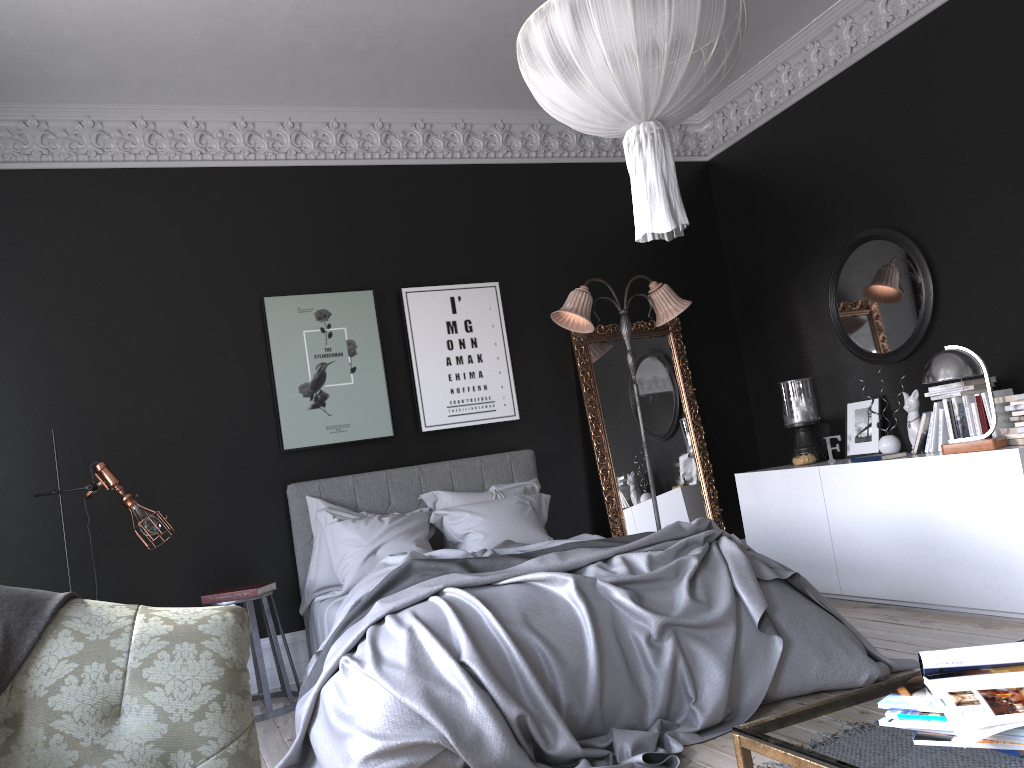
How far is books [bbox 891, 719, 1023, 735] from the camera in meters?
1.5

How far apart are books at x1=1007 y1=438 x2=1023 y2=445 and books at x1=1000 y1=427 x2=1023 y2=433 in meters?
0.1 m

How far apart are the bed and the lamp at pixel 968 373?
1.3m

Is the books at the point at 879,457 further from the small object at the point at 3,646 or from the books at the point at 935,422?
the small object at the point at 3,646

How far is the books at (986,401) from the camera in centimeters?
493cm

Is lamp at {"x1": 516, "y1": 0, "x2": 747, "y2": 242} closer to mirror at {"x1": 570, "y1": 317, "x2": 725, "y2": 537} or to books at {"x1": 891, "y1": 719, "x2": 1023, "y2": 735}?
Answer: books at {"x1": 891, "y1": 719, "x2": 1023, "y2": 735}

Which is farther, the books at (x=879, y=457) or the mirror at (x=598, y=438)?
the mirror at (x=598, y=438)

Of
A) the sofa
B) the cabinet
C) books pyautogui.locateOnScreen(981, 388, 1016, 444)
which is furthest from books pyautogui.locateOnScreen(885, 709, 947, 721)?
books pyautogui.locateOnScreen(981, 388, 1016, 444)

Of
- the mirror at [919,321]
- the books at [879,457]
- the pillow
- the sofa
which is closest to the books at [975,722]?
the sofa

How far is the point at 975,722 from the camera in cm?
140
